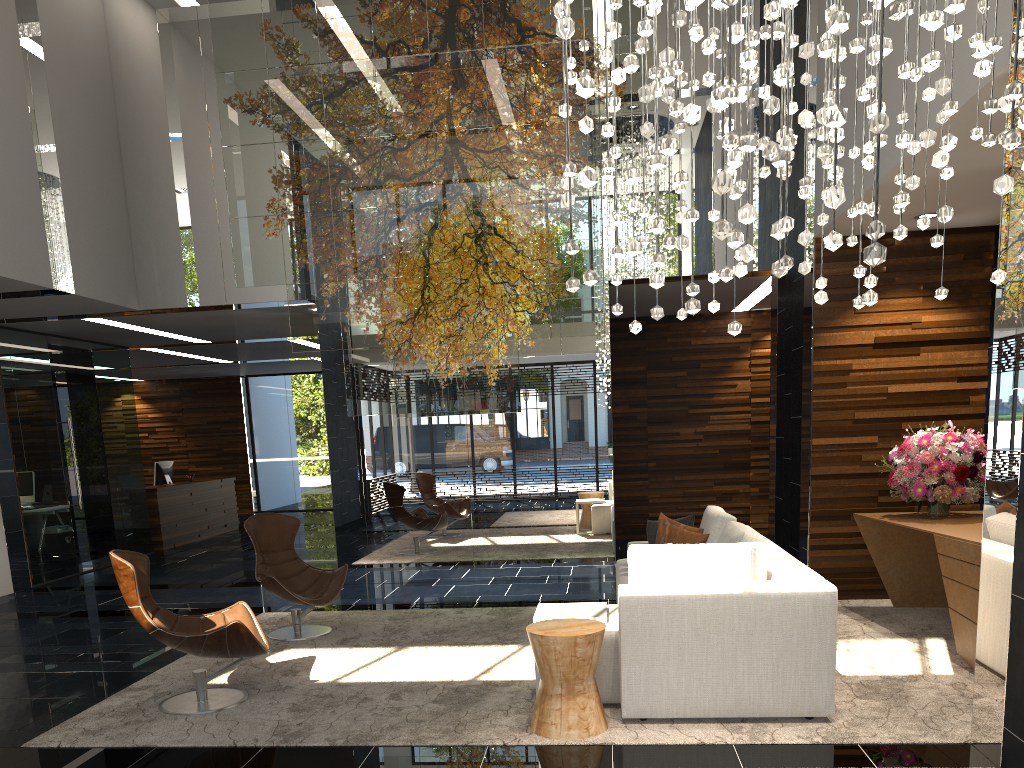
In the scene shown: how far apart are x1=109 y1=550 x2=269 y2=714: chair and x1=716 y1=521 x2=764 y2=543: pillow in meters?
2.7

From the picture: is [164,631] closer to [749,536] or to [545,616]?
[545,616]

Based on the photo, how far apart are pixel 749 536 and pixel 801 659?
0.89m

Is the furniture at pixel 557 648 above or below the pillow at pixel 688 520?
below

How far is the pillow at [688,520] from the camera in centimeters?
621cm

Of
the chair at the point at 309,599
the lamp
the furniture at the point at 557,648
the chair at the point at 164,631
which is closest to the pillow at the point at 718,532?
the furniture at the point at 557,648

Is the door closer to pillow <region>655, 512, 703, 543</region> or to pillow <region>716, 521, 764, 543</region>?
pillow <region>655, 512, 703, 543</region>

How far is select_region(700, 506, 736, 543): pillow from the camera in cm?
566

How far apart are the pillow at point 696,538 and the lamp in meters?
3.1

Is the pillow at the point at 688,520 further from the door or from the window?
the window
